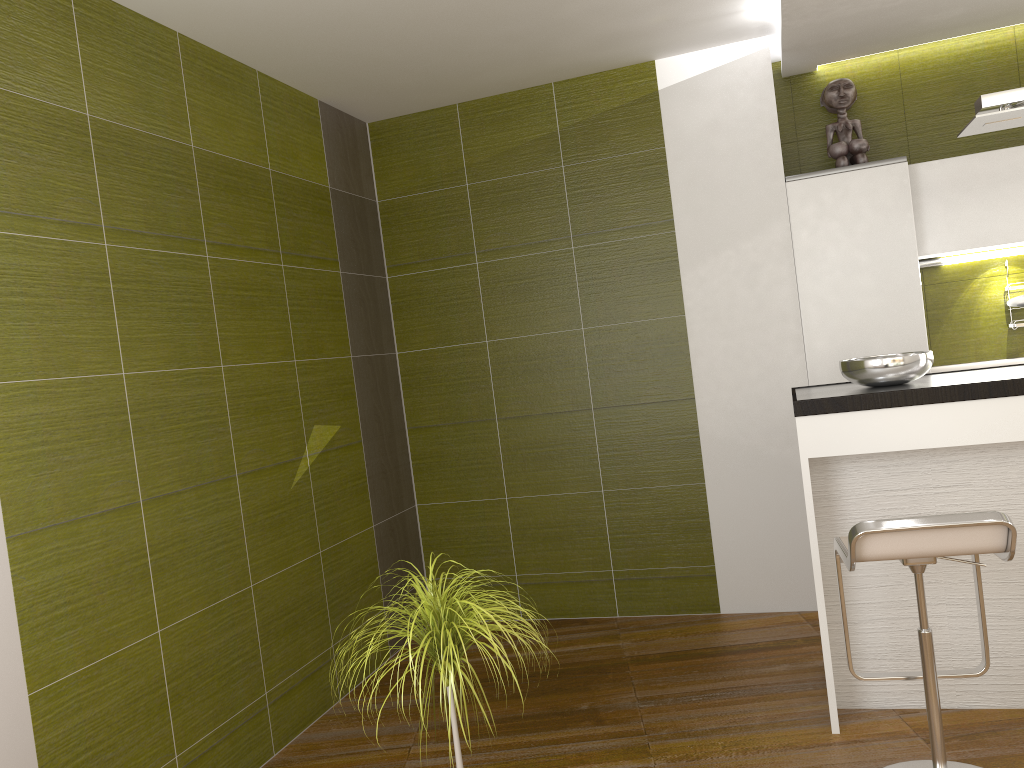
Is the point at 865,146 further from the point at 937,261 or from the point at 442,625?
the point at 442,625

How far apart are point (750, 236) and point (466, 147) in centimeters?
153cm

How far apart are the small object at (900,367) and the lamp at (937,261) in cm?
140

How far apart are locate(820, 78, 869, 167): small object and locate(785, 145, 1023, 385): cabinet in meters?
0.2 m

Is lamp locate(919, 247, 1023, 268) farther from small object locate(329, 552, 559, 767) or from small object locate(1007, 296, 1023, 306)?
small object locate(329, 552, 559, 767)

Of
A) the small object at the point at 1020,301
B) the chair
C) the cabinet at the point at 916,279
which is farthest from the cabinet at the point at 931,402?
the small object at the point at 1020,301

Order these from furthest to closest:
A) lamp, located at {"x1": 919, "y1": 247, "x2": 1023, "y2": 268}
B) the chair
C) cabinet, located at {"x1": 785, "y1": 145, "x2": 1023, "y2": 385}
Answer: → lamp, located at {"x1": 919, "y1": 247, "x2": 1023, "y2": 268}, cabinet, located at {"x1": 785, "y1": 145, "x2": 1023, "y2": 385}, the chair

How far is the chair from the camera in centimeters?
226cm

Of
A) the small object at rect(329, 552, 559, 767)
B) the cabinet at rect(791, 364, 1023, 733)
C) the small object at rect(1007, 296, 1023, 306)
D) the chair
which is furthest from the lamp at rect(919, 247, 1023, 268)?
the small object at rect(329, 552, 559, 767)

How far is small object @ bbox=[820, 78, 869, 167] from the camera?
4.3 meters
